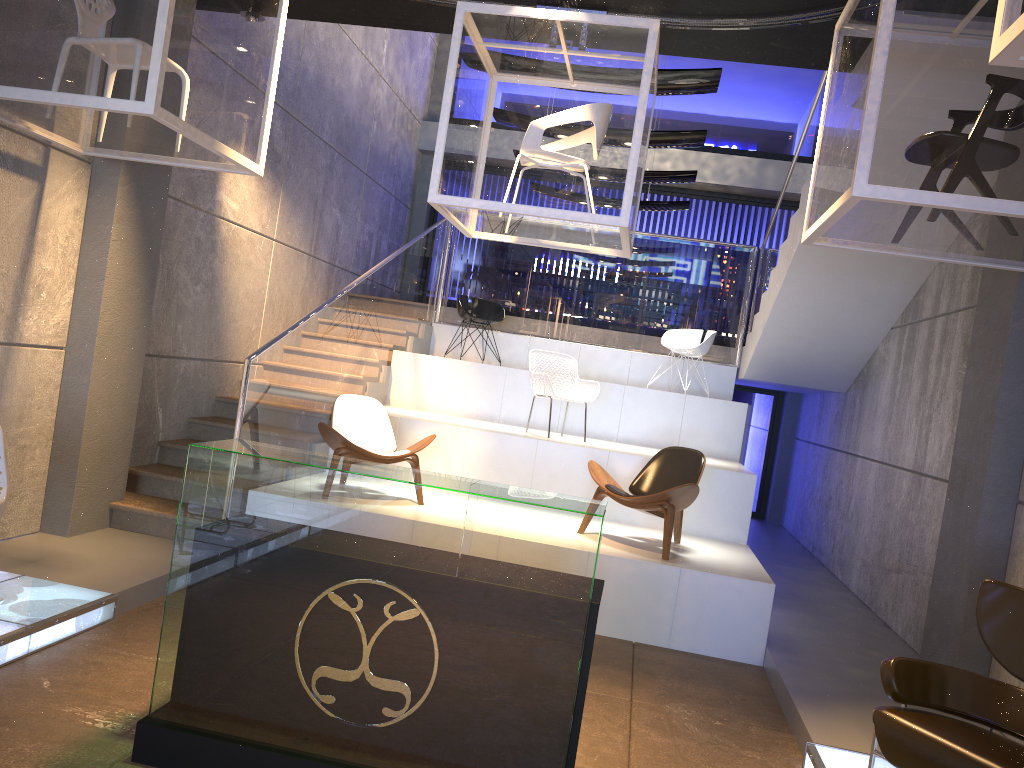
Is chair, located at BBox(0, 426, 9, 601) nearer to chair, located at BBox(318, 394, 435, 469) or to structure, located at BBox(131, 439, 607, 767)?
structure, located at BBox(131, 439, 607, 767)

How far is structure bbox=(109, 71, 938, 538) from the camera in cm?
680

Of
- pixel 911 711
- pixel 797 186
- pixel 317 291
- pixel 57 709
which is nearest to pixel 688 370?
pixel 797 186

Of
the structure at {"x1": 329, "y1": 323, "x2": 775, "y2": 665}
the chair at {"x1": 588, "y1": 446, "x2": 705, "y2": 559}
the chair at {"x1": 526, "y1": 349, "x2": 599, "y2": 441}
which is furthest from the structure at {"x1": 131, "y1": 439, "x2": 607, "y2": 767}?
the chair at {"x1": 526, "y1": 349, "x2": 599, "y2": 441}

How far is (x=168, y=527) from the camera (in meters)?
6.27

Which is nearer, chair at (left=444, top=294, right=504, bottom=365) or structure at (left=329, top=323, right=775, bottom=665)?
structure at (left=329, top=323, right=775, bottom=665)

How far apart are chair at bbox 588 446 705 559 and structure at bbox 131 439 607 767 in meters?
2.7 m

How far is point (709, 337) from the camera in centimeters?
963cm

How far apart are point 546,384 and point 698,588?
2.7 meters

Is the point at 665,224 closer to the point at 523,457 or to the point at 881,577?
the point at 523,457
